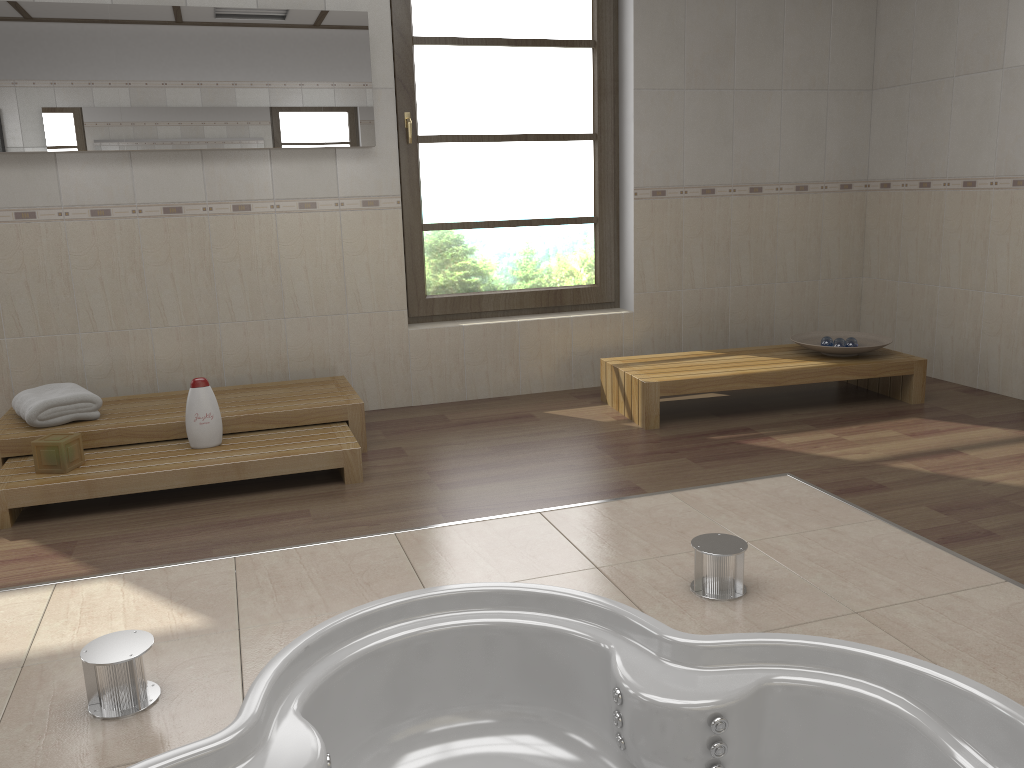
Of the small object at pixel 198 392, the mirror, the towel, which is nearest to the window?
the mirror

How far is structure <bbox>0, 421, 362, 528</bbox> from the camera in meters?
3.1

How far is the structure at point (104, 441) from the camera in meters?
3.5 m

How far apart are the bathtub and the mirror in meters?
2.5 m

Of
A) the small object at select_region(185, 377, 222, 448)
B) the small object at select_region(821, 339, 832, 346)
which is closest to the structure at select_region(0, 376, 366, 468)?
the small object at select_region(185, 377, 222, 448)

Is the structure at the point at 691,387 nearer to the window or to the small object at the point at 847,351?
the small object at the point at 847,351

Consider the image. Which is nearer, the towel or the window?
the towel

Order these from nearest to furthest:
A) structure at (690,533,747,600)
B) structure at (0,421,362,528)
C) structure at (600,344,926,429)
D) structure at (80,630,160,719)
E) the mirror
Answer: structure at (80,630,160,719), structure at (690,533,747,600), structure at (0,421,362,528), the mirror, structure at (600,344,926,429)

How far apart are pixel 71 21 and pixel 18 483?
2.0 meters

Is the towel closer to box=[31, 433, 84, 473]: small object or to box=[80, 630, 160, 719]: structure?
box=[31, 433, 84, 473]: small object
